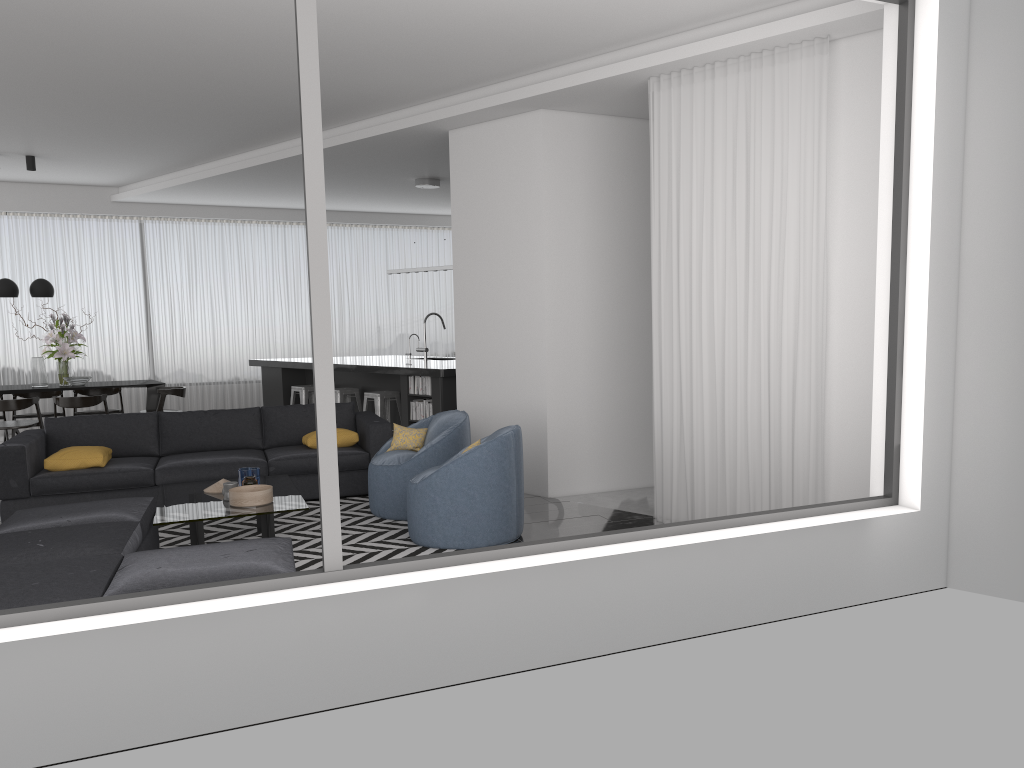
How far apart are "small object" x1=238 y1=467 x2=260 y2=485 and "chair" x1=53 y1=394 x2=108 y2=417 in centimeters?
458cm

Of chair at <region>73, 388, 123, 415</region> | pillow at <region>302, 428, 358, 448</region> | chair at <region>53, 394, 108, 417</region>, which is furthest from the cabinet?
chair at <region>53, 394, 108, 417</region>

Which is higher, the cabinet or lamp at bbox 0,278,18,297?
lamp at bbox 0,278,18,297

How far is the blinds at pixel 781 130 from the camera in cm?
510

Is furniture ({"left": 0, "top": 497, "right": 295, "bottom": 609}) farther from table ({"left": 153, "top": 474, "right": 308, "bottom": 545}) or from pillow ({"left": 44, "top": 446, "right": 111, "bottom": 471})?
pillow ({"left": 44, "top": 446, "right": 111, "bottom": 471})

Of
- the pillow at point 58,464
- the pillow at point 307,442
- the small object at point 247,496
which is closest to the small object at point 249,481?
the small object at point 247,496

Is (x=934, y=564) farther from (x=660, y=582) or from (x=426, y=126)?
(x=426, y=126)

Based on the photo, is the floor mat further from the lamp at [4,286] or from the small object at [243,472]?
the lamp at [4,286]

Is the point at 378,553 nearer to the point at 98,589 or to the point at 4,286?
the point at 98,589

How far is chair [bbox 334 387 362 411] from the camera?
10.2 meters
